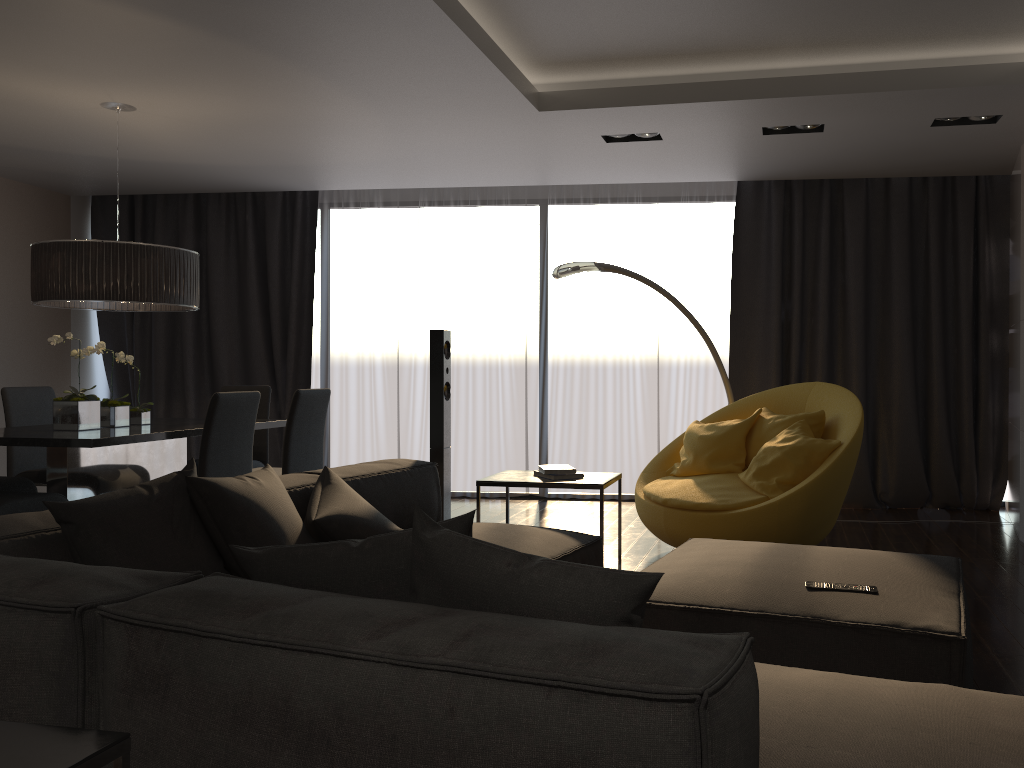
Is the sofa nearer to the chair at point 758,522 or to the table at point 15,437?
the chair at point 758,522

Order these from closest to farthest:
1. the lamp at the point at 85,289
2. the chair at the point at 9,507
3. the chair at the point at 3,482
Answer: the chair at the point at 9,507 → the lamp at the point at 85,289 → the chair at the point at 3,482

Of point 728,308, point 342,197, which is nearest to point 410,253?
point 342,197

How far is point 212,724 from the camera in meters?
1.4

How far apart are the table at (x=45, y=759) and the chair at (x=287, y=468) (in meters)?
3.65

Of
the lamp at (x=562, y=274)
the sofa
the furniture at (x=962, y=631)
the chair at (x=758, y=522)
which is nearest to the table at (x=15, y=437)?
the sofa

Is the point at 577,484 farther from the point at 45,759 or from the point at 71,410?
the point at 45,759

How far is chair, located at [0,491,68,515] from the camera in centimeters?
410cm

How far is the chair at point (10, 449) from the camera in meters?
5.4

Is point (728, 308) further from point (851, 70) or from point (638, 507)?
point (851, 70)
